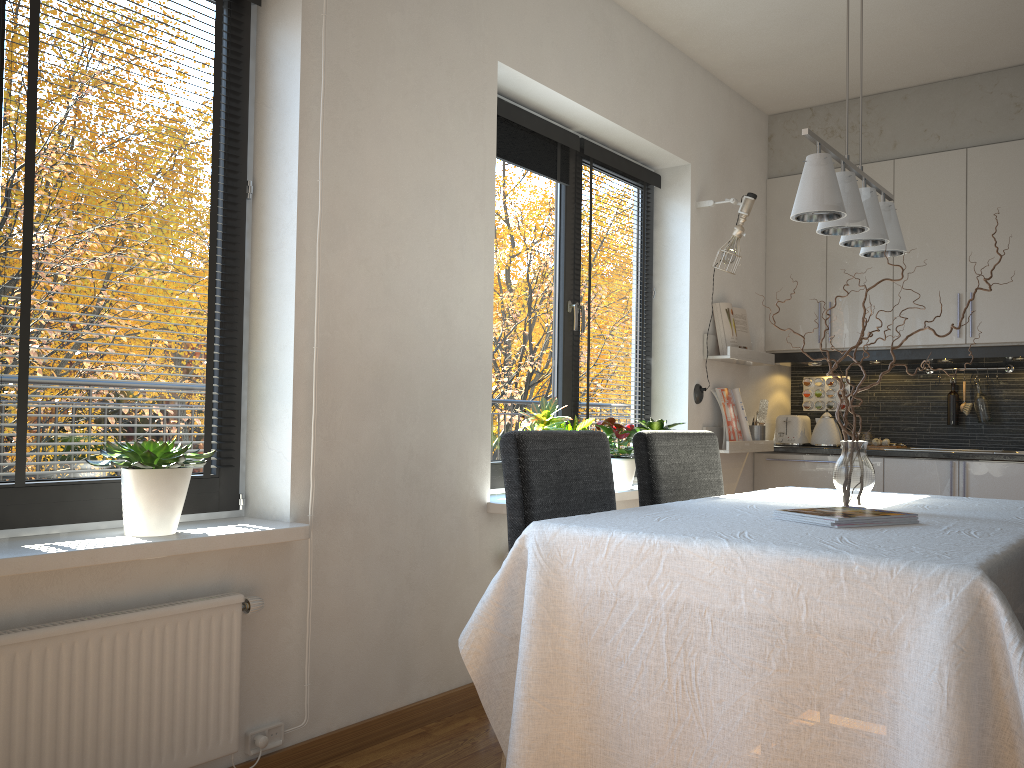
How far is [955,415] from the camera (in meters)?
4.86

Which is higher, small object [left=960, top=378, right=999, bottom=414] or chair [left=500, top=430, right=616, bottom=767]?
small object [left=960, top=378, right=999, bottom=414]

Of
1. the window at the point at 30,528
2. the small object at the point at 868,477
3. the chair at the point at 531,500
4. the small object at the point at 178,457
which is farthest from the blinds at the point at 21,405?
the small object at the point at 868,477

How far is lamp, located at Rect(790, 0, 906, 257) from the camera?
2.1m

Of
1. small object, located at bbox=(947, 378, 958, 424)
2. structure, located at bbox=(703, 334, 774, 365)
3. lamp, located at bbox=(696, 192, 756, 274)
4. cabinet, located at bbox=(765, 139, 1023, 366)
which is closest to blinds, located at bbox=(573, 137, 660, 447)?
lamp, located at bbox=(696, 192, 756, 274)

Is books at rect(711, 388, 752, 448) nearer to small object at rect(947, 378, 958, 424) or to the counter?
the counter

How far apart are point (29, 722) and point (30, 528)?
0.5 meters

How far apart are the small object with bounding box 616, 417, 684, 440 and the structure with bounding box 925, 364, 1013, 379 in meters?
2.0

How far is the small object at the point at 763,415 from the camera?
4.82m

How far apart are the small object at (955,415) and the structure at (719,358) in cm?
101
